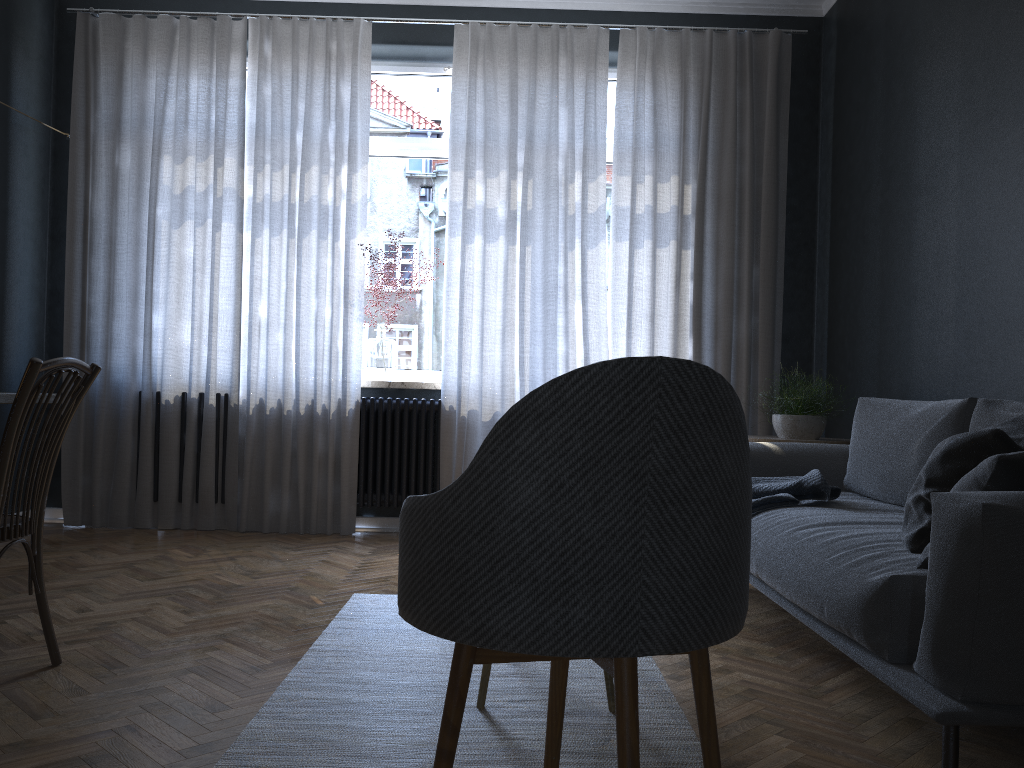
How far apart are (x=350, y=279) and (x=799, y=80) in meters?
2.7 m

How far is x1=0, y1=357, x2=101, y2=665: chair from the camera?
2.07m

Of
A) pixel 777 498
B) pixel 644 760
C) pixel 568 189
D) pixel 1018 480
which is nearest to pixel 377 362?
pixel 568 189

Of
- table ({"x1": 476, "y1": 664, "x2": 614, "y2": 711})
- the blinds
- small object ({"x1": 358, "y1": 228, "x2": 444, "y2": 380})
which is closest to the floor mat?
table ({"x1": 476, "y1": 664, "x2": 614, "y2": 711})

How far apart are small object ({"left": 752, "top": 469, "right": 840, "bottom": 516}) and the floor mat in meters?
0.7

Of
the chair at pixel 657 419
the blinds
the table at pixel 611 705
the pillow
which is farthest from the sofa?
the blinds

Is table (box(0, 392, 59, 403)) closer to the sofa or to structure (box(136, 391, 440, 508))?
the sofa

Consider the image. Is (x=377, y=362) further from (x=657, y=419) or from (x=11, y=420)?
(x=657, y=419)

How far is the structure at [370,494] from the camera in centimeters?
479cm

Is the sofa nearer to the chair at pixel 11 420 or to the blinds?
the blinds
